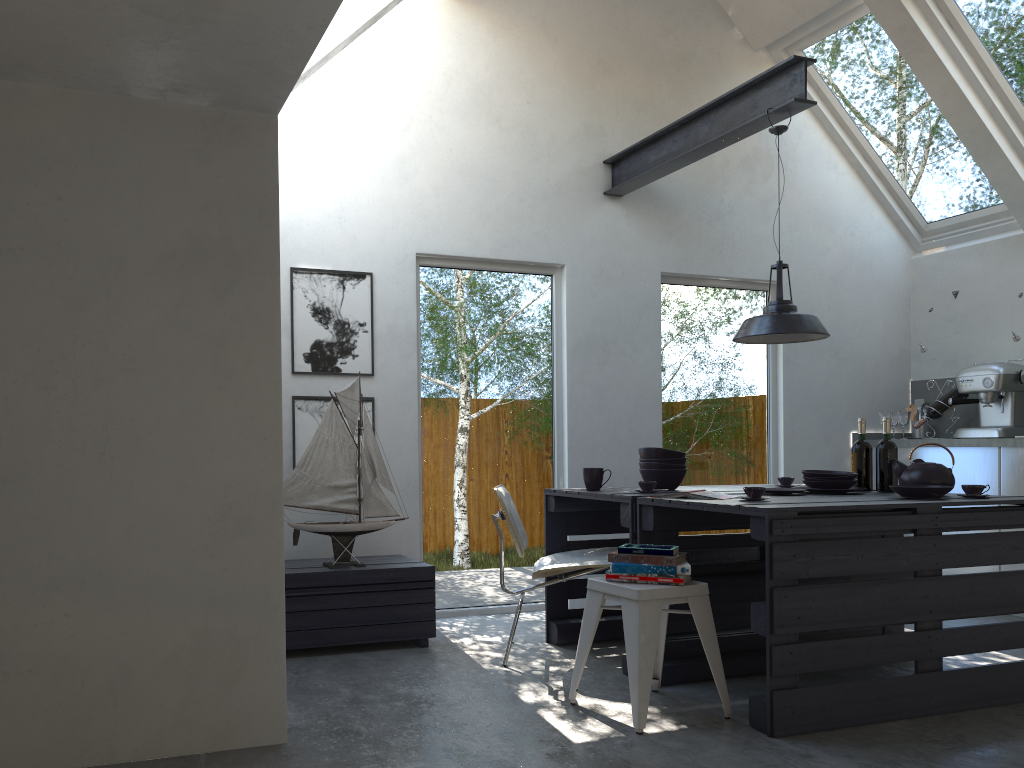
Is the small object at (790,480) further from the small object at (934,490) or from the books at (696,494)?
the books at (696,494)

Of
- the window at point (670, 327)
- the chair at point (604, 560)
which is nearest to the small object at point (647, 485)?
the chair at point (604, 560)

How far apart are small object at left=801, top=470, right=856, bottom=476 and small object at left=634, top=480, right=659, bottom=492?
0.7m

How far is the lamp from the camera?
4.2 meters

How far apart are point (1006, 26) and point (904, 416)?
2.6m

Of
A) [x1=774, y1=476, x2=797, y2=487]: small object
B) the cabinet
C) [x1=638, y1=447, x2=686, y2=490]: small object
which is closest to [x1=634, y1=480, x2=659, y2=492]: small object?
[x1=638, y1=447, x2=686, y2=490]: small object

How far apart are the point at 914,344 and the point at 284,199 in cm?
475

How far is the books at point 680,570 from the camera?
3.3 meters

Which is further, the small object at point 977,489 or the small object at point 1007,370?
the small object at point 1007,370

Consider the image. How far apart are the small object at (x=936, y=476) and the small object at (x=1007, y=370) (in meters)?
2.12
